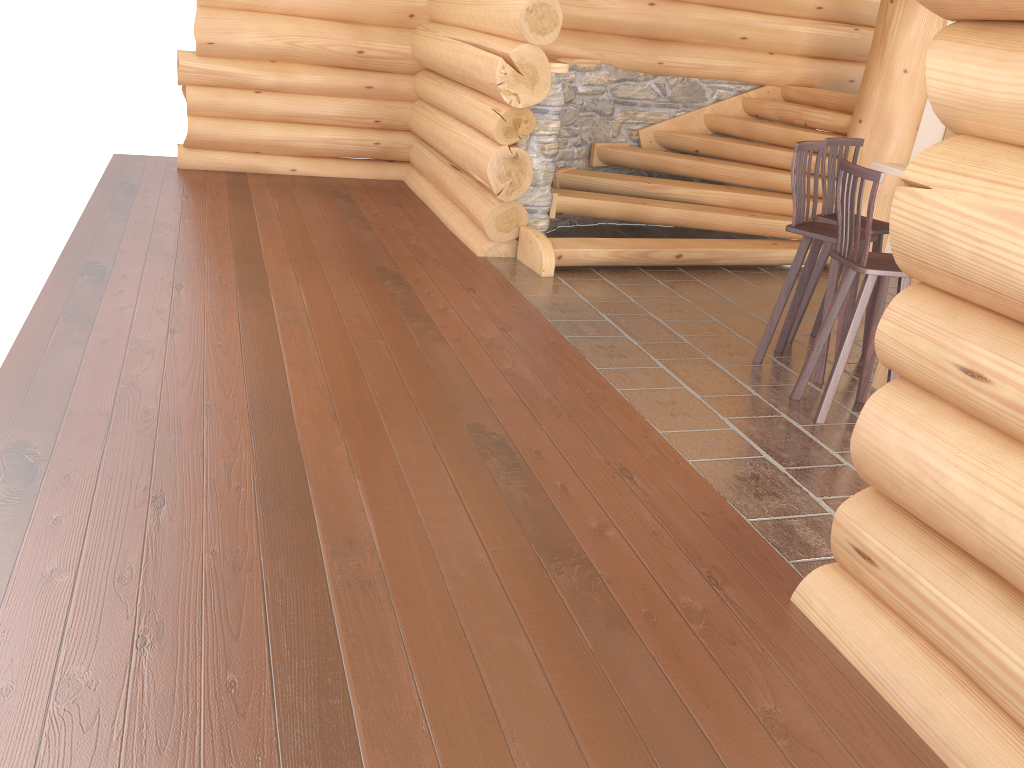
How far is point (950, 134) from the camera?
7.8 meters

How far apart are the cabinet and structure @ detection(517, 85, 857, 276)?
0.9m

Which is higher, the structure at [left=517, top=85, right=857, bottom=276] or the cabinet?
the cabinet

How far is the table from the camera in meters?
4.9 m

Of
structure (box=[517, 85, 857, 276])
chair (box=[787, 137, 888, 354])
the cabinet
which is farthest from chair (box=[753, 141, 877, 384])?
the cabinet

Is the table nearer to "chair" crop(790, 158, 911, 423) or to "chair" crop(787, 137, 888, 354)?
"chair" crop(790, 158, 911, 423)

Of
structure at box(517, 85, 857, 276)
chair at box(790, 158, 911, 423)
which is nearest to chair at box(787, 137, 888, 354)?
chair at box(790, 158, 911, 423)

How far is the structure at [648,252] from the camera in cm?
710

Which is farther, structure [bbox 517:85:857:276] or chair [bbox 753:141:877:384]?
structure [bbox 517:85:857:276]

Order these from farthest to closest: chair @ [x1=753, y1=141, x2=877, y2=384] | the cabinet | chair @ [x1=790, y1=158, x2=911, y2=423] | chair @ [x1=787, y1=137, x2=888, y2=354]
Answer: the cabinet
chair @ [x1=787, y1=137, x2=888, y2=354]
chair @ [x1=753, y1=141, x2=877, y2=384]
chair @ [x1=790, y1=158, x2=911, y2=423]
